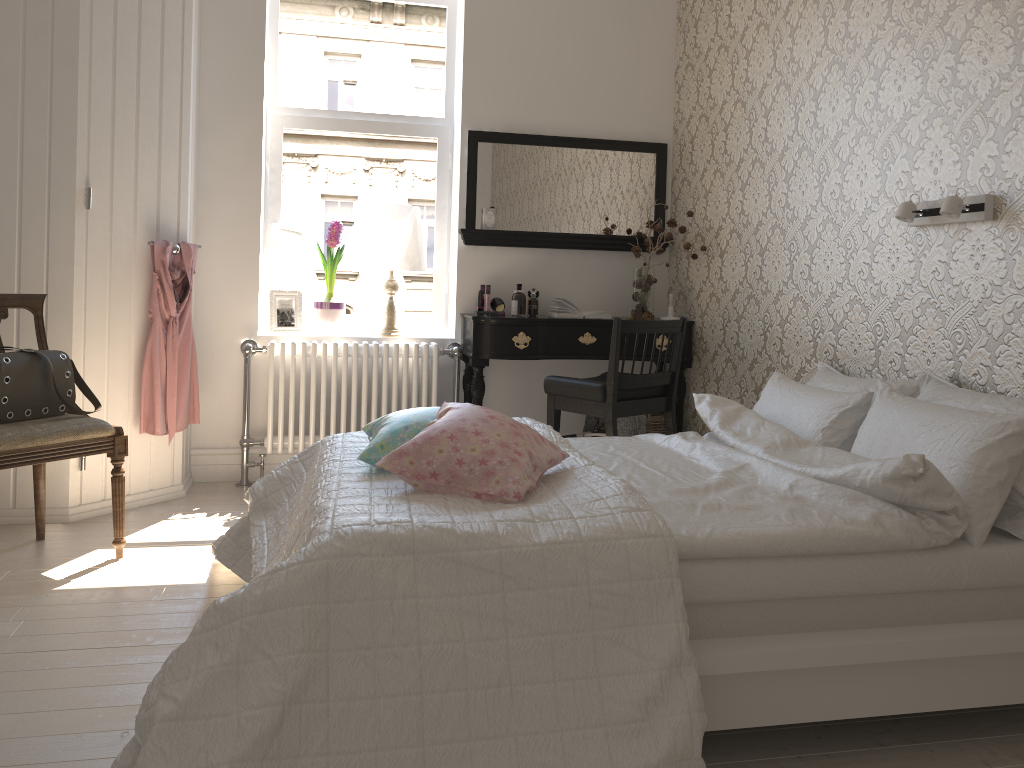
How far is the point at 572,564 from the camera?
1.7 meters

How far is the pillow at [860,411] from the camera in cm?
260

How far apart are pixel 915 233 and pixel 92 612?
2.73m

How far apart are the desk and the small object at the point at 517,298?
0.2 meters

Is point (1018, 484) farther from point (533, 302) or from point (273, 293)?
point (273, 293)

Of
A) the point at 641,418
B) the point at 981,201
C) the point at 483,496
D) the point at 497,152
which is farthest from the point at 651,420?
the point at 483,496

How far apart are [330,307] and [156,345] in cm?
89

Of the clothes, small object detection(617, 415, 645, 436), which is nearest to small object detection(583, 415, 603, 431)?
small object detection(617, 415, 645, 436)

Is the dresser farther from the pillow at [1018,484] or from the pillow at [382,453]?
the pillow at [1018,484]

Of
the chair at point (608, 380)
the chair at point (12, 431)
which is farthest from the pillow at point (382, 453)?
the chair at point (608, 380)
